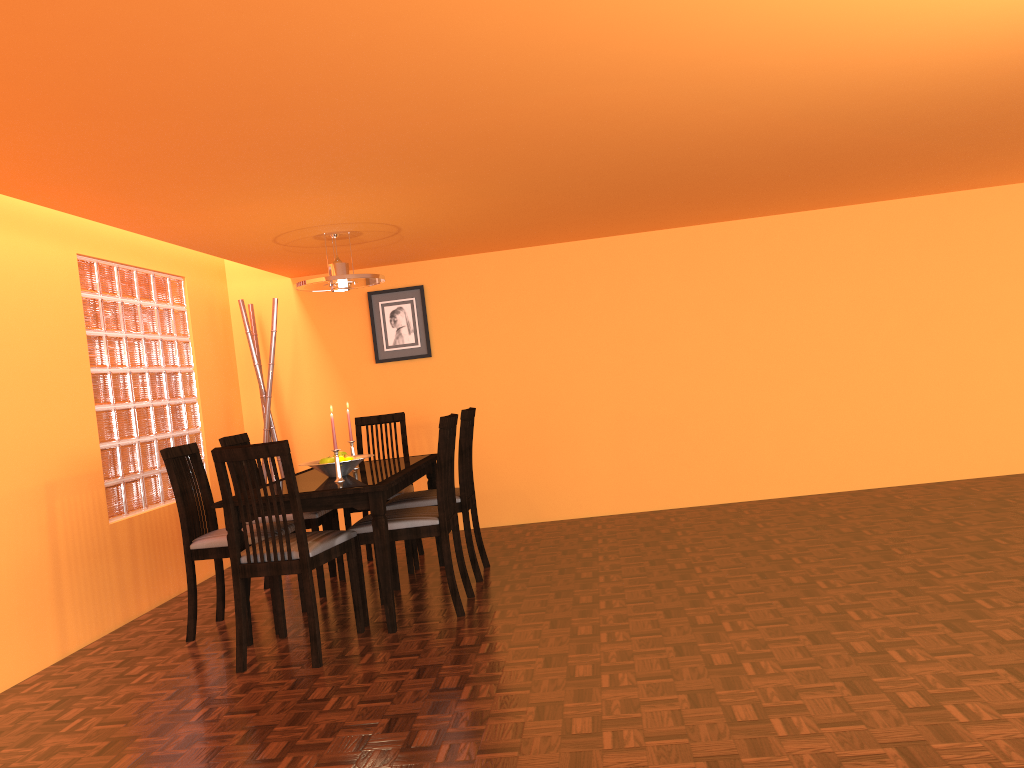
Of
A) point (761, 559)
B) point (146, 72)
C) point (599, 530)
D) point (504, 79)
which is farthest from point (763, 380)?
point (146, 72)

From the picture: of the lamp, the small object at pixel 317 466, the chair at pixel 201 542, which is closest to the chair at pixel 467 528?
the small object at pixel 317 466

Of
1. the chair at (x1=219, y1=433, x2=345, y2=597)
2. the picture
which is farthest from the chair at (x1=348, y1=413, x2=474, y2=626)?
the picture

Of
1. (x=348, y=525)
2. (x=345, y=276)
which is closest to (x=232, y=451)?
(x=345, y=276)

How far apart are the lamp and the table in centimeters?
87cm

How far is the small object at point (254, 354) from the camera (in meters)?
5.36

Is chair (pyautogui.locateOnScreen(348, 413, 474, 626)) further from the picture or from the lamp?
the picture

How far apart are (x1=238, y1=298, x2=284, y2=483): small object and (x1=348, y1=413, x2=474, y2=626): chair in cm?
192

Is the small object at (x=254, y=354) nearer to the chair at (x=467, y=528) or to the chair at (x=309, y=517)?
the chair at (x=309, y=517)

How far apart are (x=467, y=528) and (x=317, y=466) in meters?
0.8 m
